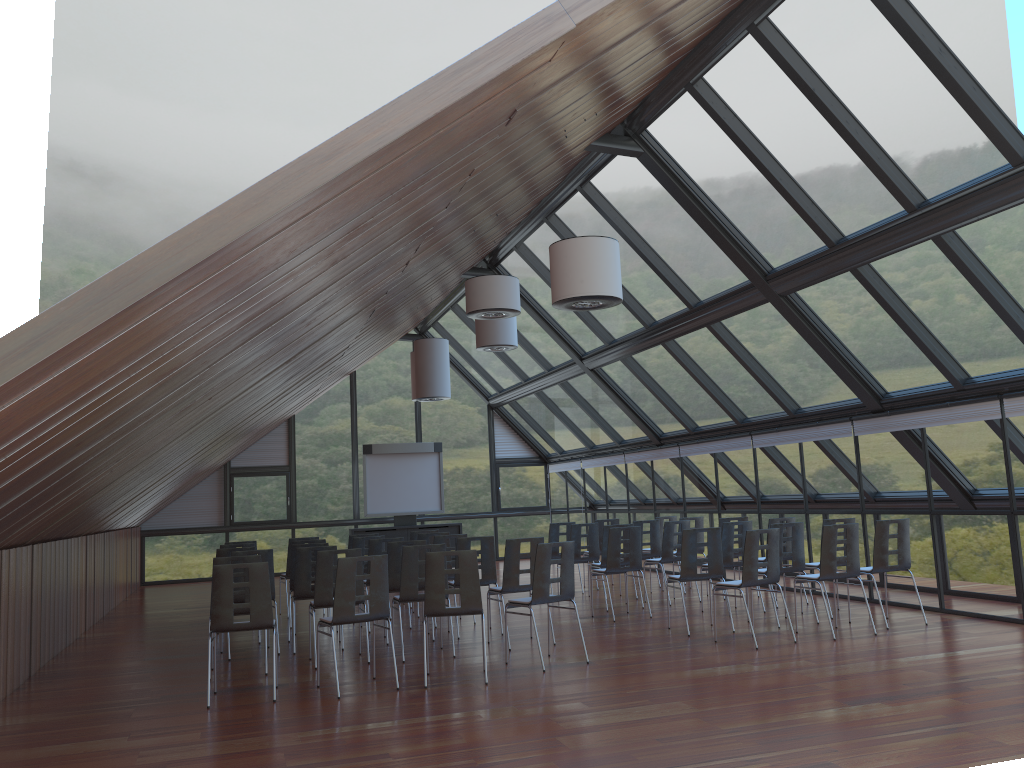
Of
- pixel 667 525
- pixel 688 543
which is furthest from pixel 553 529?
pixel 688 543

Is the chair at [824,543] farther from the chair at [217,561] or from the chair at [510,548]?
the chair at [217,561]

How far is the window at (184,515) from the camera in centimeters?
2134cm

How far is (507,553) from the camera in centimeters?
984cm

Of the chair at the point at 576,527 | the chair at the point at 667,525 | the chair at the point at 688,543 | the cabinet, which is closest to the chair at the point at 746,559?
the chair at the point at 688,543

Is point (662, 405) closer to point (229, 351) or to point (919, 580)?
point (919, 580)

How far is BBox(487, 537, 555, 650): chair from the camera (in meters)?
9.84

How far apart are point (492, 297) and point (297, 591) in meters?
4.1

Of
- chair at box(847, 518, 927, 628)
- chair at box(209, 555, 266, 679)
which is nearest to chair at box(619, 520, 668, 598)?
chair at box(847, 518, 927, 628)

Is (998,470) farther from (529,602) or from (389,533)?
(389,533)
